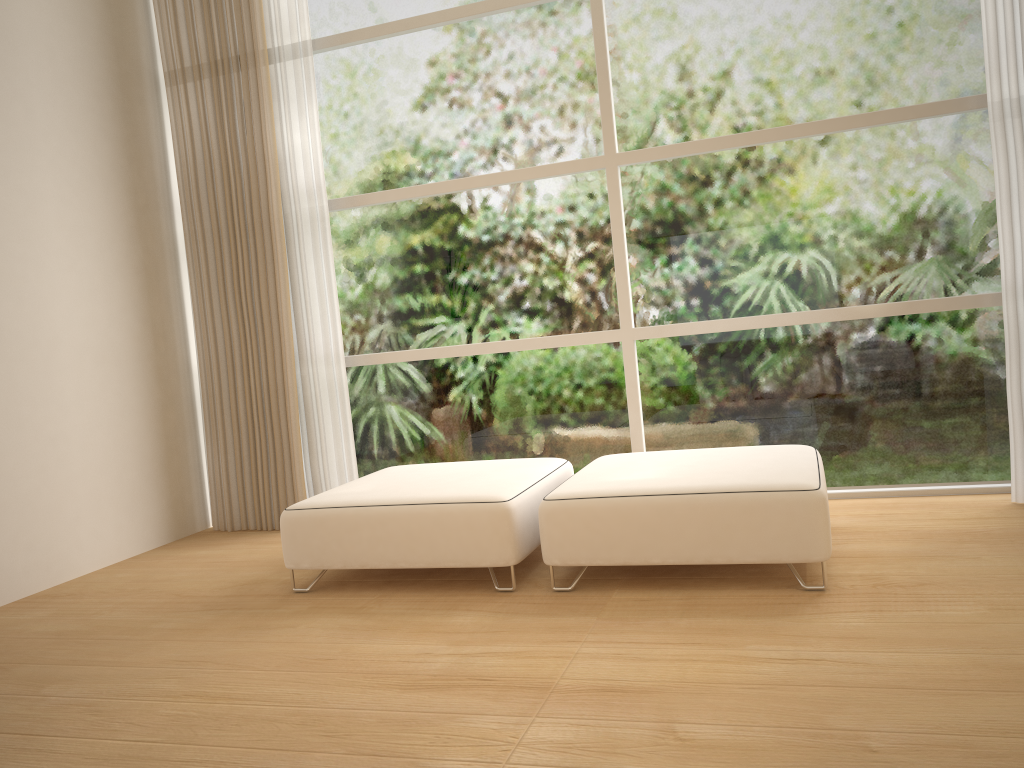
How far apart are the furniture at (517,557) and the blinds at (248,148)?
0.7 meters

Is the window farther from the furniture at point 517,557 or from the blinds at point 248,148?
the furniture at point 517,557

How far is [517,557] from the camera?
3.1 meters

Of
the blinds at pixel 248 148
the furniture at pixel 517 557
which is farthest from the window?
the furniture at pixel 517 557

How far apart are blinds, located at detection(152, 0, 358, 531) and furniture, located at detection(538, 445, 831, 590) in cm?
154

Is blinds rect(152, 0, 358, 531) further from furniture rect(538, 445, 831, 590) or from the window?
furniture rect(538, 445, 831, 590)

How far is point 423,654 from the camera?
2.58m

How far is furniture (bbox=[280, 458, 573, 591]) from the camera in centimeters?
311cm

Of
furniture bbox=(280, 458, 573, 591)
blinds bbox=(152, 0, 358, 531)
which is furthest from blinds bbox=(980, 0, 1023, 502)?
blinds bbox=(152, 0, 358, 531)

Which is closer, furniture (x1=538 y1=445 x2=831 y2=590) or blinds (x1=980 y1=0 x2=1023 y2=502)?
furniture (x1=538 y1=445 x2=831 y2=590)
